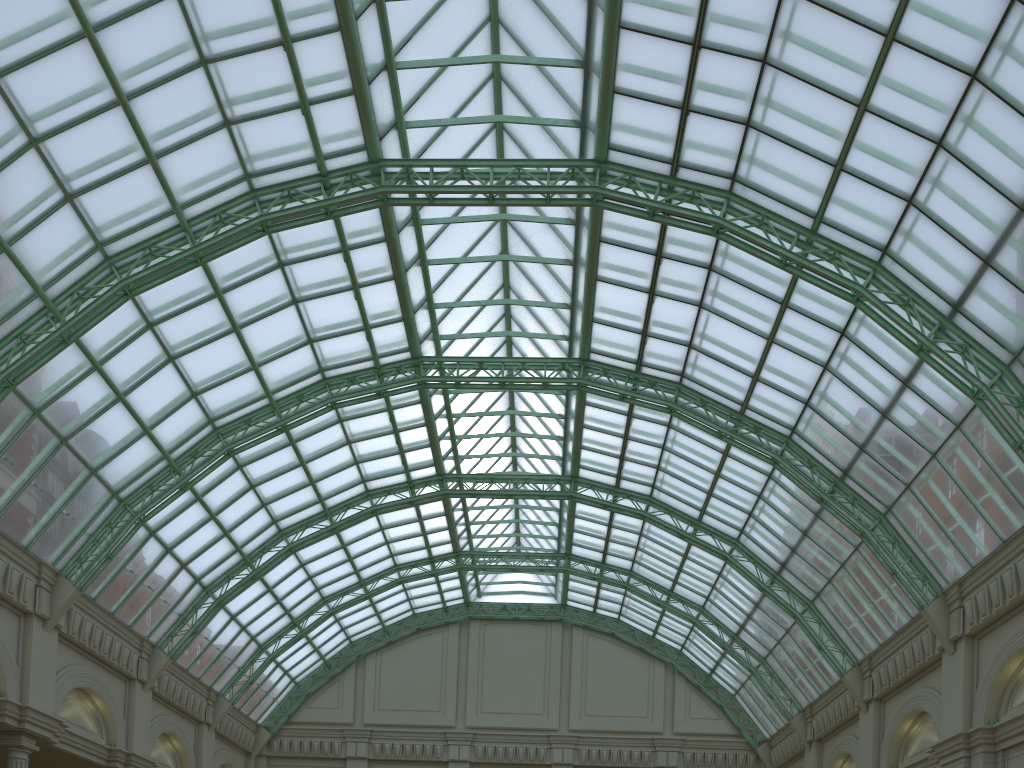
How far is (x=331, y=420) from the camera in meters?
40.8 m

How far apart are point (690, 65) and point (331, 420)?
24.8 meters
